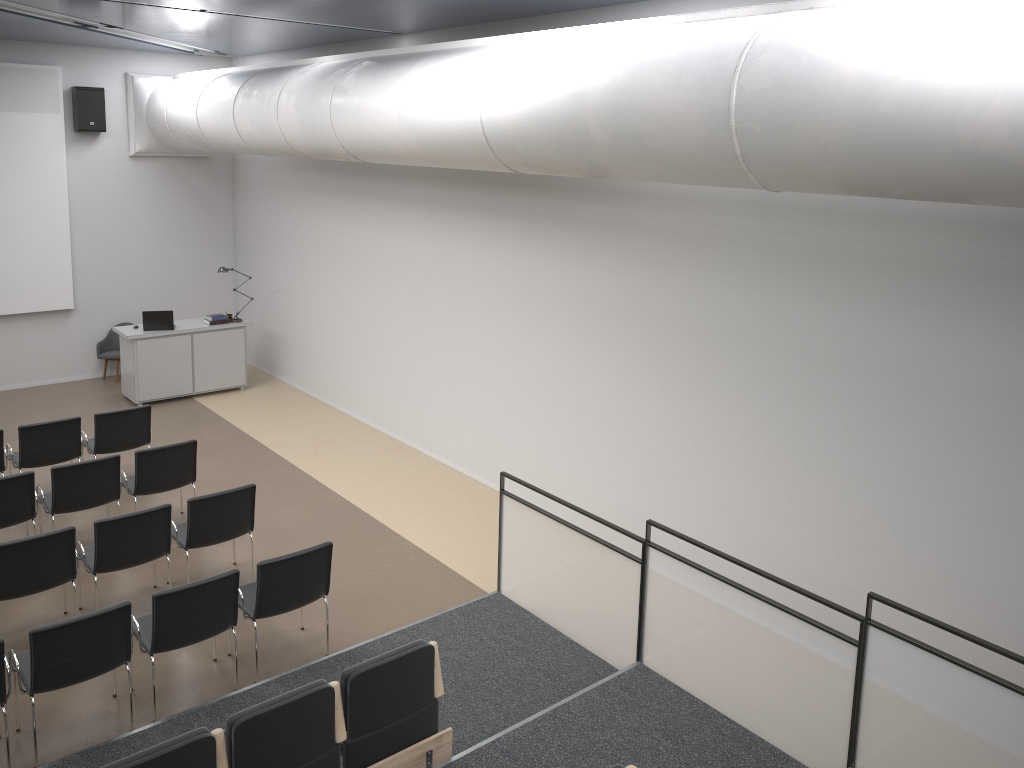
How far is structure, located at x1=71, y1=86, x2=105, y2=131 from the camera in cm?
1208

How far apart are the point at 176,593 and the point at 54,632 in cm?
71

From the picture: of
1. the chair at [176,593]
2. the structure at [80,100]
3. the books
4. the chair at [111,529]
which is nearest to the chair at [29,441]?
the chair at [111,529]

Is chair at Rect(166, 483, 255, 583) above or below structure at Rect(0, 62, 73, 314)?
below

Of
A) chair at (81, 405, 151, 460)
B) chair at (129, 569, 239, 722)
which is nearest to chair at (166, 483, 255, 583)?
chair at (129, 569, 239, 722)

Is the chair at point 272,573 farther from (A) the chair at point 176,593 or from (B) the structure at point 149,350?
(B) the structure at point 149,350

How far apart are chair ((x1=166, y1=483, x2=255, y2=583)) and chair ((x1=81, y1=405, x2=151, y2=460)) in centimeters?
212cm

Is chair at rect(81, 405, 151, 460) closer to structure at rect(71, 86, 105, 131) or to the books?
the books

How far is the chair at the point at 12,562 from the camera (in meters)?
6.17

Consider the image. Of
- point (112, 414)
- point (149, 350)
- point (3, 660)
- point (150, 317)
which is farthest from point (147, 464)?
point (150, 317)
